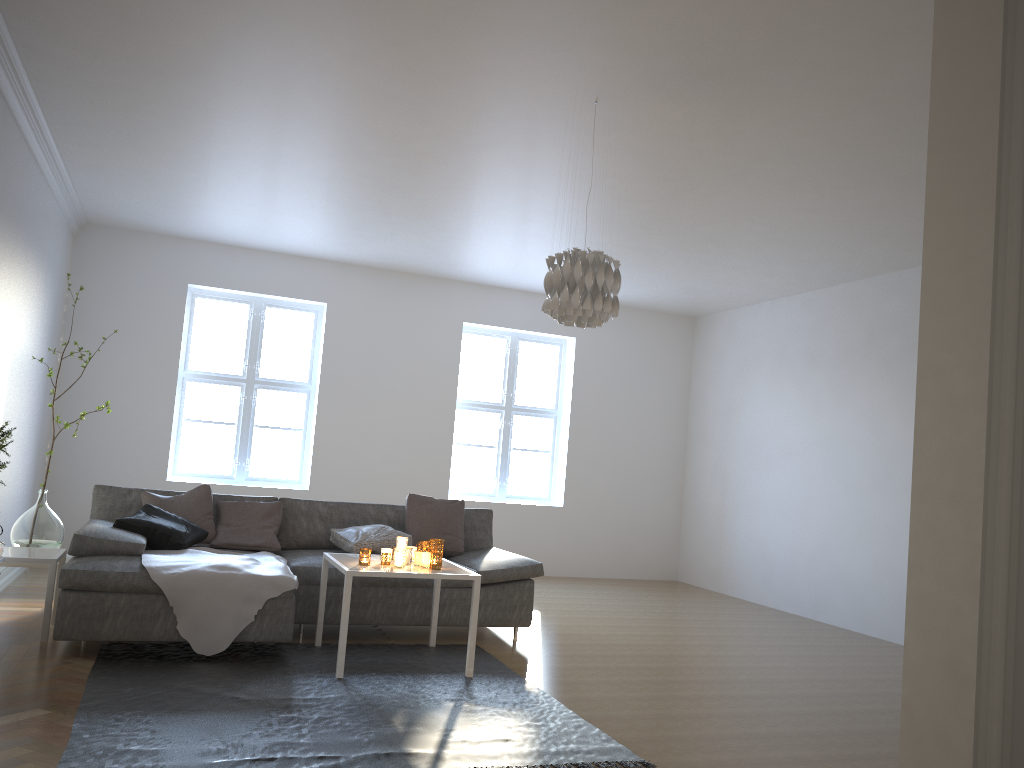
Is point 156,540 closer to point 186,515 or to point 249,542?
point 186,515

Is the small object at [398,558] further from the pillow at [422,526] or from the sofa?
the pillow at [422,526]

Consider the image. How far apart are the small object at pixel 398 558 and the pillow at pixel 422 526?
1.3 meters

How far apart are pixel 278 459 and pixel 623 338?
3.7m

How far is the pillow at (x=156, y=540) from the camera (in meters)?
4.80

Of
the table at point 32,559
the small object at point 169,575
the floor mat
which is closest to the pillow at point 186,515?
the small object at point 169,575

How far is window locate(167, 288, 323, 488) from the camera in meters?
7.9

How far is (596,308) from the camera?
3.9 meters

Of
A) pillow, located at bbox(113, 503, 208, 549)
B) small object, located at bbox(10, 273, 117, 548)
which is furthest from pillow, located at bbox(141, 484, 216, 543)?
small object, located at bbox(10, 273, 117, 548)

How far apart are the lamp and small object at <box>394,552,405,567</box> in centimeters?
145cm
